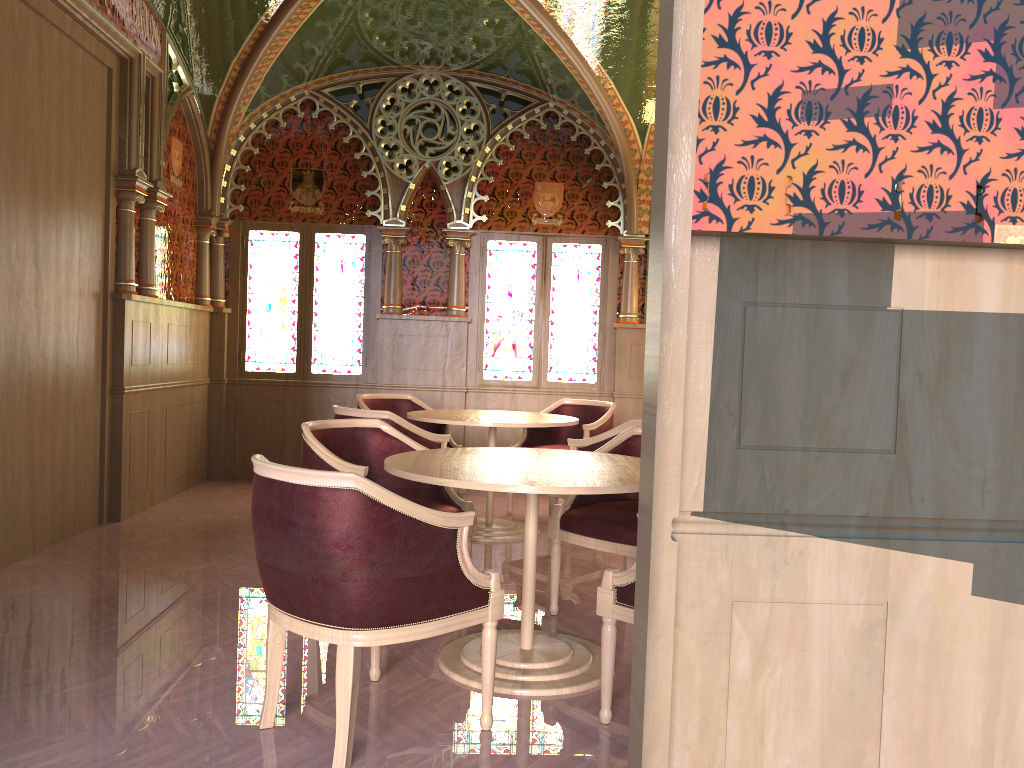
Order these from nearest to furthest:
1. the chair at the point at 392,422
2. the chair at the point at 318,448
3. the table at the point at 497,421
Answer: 1. the chair at the point at 318,448
2. the chair at the point at 392,422
3. the table at the point at 497,421

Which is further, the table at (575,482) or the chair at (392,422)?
the chair at (392,422)

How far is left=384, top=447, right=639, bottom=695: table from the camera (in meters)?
2.97

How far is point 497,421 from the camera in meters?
5.5

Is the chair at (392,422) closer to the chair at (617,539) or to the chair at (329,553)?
the chair at (617,539)

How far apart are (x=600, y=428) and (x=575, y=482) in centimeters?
342cm

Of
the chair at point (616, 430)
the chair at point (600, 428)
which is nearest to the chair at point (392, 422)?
the chair at point (616, 430)

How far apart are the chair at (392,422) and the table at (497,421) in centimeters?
28cm

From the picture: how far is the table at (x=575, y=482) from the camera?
3.0 meters

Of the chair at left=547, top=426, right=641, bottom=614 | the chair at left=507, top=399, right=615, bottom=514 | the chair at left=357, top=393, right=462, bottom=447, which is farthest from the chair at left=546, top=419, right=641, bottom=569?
the chair at left=357, top=393, right=462, bottom=447
